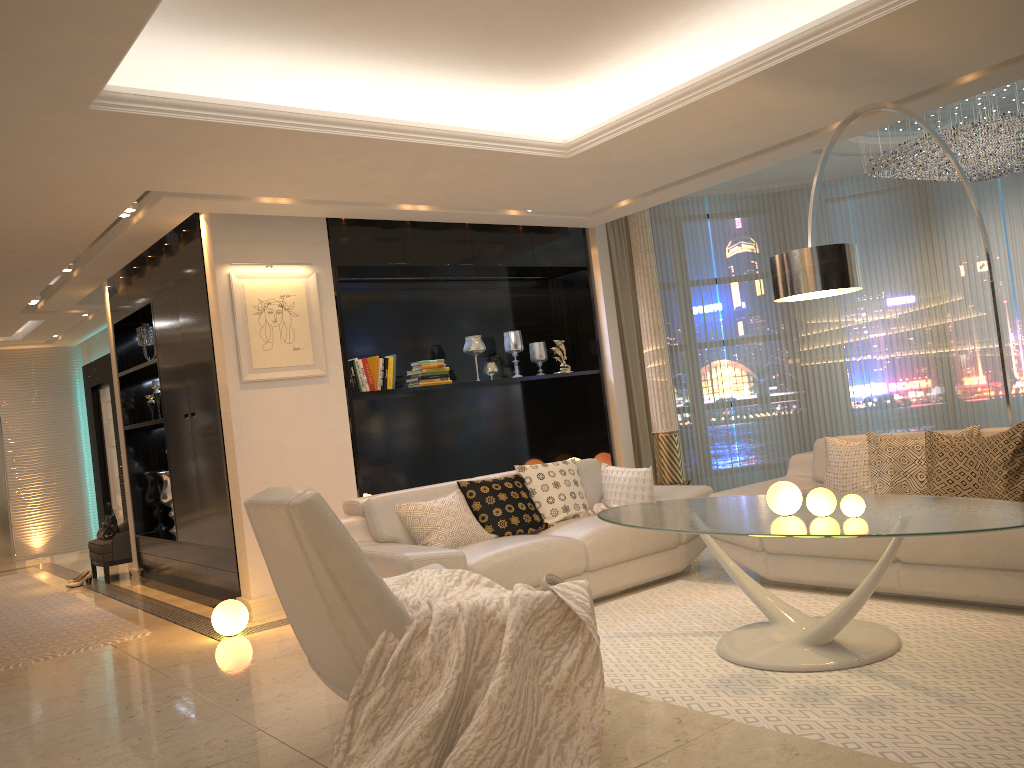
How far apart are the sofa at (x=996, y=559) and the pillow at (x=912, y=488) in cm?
4

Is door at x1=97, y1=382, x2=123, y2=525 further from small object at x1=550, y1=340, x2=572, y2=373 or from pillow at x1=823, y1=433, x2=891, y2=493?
pillow at x1=823, y1=433, x2=891, y2=493

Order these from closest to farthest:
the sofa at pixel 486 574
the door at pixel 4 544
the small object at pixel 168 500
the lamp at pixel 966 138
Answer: the sofa at pixel 486 574 → the lamp at pixel 966 138 → the small object at pixel 168 500 → the door at pixel 4 544

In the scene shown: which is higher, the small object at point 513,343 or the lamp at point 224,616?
the small object at point 513,343

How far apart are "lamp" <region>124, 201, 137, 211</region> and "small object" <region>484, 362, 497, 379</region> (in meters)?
2.97

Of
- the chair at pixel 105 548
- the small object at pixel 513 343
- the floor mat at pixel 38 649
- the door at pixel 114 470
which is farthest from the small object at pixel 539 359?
the door at pixel 114 470

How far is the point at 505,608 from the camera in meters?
2.9

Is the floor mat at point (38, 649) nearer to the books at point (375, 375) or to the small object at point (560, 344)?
the books at point (375, 375)

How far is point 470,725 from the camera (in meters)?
2.64

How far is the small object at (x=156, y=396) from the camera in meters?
7.6
